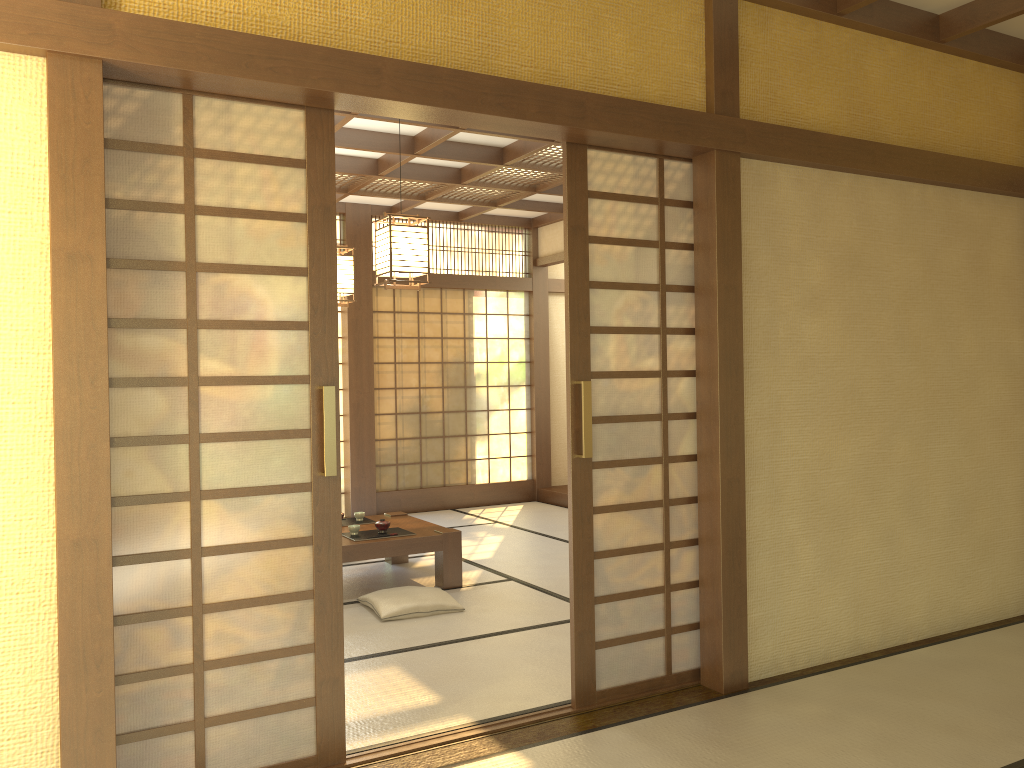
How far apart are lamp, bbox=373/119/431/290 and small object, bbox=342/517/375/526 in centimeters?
199cm

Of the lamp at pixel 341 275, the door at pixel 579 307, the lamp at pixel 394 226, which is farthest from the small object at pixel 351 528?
the door at pixel 579 307

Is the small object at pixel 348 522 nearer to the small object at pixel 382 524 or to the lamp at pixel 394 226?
the small object at pixel 382 524

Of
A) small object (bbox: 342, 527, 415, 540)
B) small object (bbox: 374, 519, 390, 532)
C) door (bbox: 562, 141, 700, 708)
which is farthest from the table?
door (bbox: 562, 141, 700, 708)

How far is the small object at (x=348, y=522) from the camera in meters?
6.0 m

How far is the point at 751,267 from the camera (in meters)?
3.79

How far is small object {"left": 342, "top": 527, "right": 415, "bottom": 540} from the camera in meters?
5.4

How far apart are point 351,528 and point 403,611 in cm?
85

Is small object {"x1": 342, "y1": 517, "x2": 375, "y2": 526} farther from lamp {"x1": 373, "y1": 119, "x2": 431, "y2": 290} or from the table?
lamp {"x1": 373, "y1": 119, "x2": 431, "y2": 290}

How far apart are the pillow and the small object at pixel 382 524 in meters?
0.5
